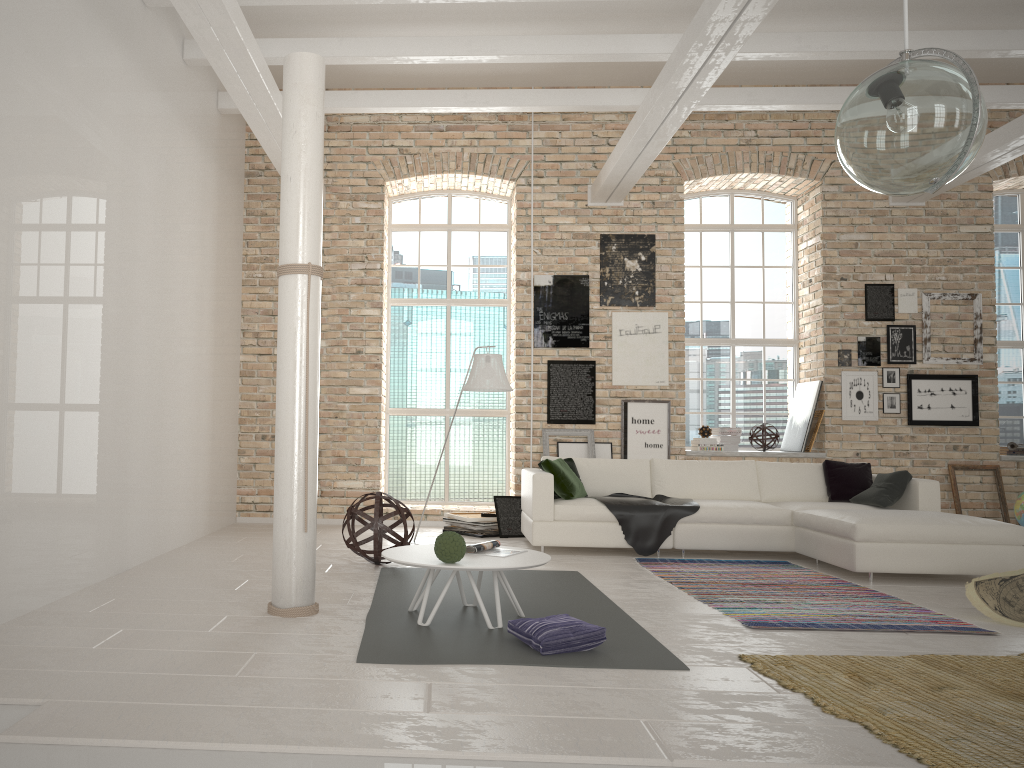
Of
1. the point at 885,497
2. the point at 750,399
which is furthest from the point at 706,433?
the point at 885,497

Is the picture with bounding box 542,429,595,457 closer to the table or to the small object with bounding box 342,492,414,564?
the small object with bounding box 342,492,414,564

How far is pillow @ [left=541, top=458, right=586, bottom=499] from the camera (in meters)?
7.40

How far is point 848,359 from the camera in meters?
9.3

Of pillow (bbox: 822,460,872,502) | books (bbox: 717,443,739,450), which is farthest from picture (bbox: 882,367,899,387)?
pillow (bbox: 822,460,872,502)

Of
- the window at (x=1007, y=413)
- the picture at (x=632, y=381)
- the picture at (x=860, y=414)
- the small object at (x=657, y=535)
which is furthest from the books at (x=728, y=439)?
the window at (x=1007, y=413)

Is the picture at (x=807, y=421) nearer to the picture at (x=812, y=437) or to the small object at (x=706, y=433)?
the picture at (x=812, y=437)

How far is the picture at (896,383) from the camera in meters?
9.2 m

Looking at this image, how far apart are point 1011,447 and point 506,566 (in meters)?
7.70

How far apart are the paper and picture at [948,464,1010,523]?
4.2m
